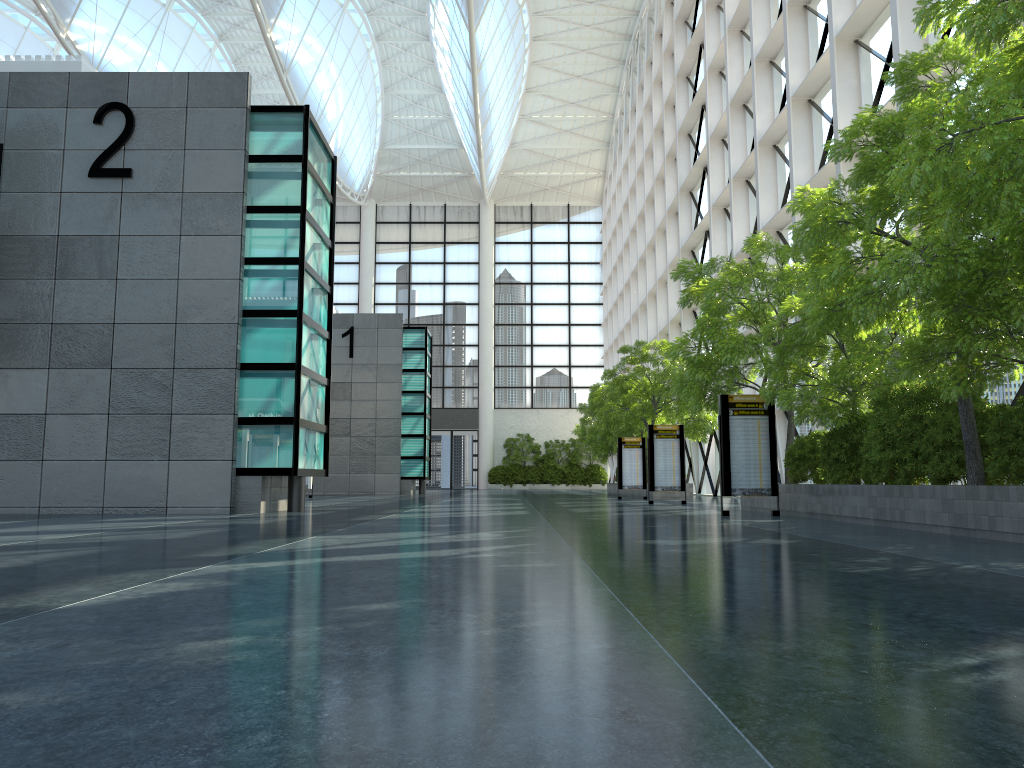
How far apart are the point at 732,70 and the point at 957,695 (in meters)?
39.75

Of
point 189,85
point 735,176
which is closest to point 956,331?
point 189,85
